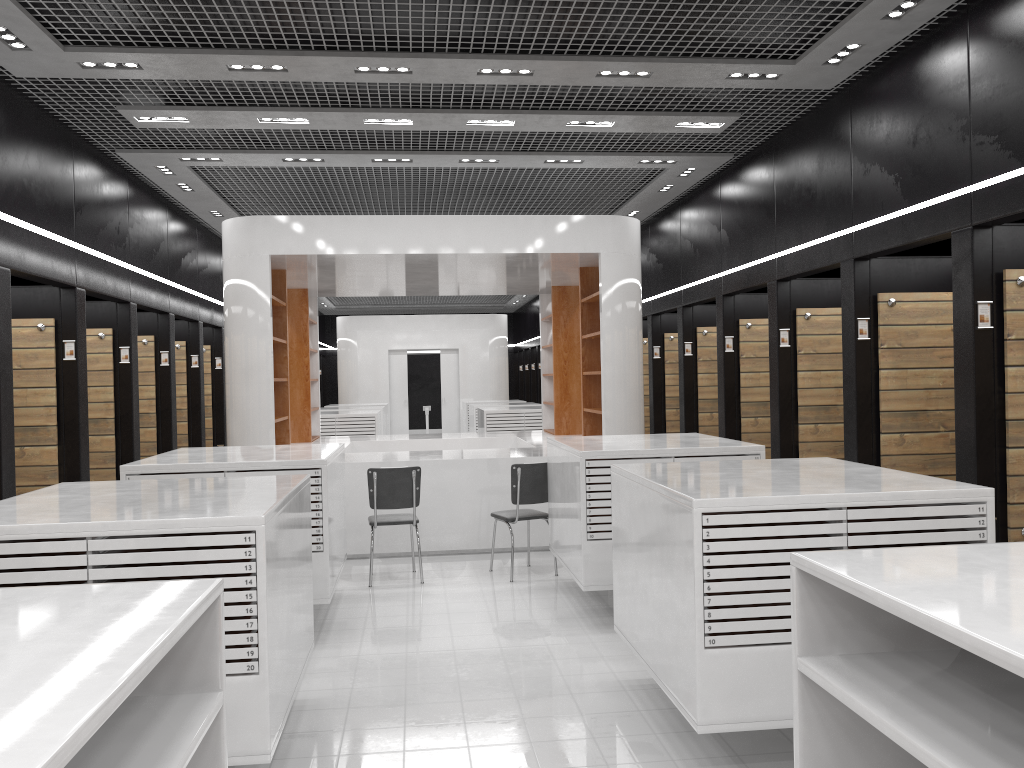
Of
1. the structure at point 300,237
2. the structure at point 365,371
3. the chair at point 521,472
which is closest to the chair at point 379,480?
the chair at point 521,472

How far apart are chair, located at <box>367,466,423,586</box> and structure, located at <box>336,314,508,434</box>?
14.2m

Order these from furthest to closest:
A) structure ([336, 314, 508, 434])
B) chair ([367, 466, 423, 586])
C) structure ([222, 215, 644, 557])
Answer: structure ([336, 314, 508, 434]) → structure ([222, 215, 644, 557]) → chair ([367, 466, 423, 586])

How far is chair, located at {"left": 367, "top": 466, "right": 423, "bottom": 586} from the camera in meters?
7.4 m

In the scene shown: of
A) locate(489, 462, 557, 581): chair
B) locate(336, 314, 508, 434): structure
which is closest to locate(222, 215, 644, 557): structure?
locate(489, 462, 557, 581): chair

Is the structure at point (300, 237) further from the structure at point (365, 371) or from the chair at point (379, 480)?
the structure at point (365, 371)

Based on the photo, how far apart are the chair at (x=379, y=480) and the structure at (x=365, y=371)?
14.15m

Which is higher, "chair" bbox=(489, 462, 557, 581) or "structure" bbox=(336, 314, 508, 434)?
"structure" bbox=(336, 314, 508, 434)

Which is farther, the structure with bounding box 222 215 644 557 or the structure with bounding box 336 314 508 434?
the structure with bounding box 336 314 508 434

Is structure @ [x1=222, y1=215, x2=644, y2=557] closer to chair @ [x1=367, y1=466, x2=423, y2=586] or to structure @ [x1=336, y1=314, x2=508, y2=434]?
chair @ [x1=367, y1=466, x2=423, y2=586]
